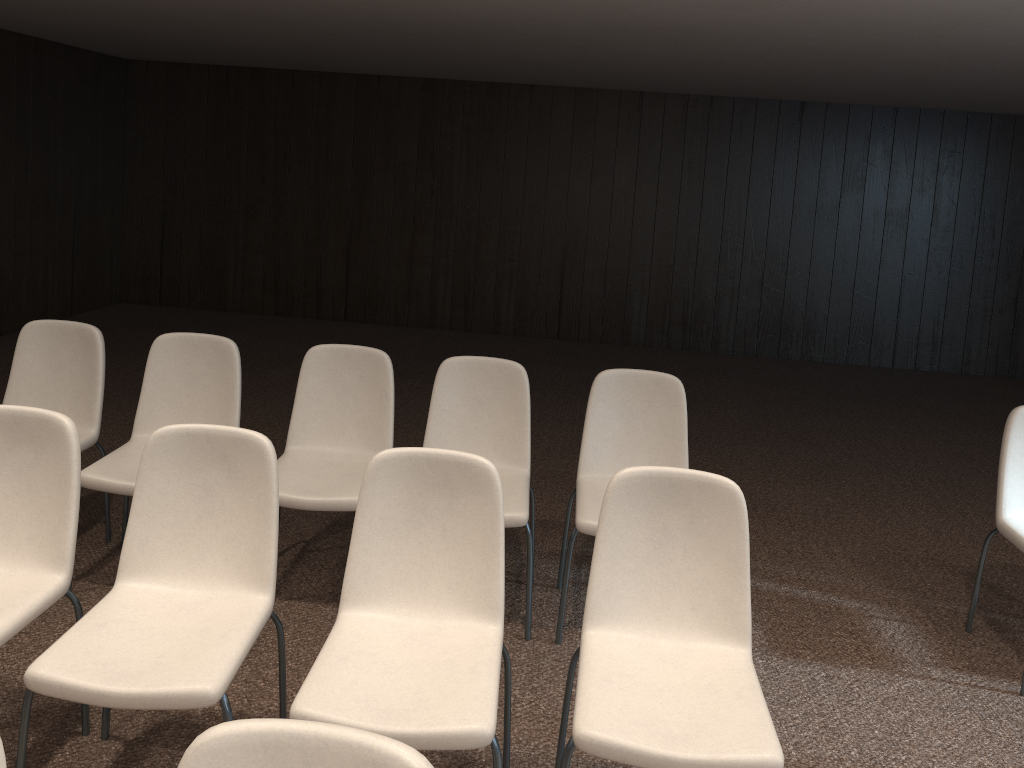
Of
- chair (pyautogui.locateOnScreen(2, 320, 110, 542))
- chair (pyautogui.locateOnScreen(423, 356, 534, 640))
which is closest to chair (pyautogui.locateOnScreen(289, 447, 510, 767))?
chair (pyautogui.locateOnScreen(423, 356, 534, 640))

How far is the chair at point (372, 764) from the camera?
1.2m

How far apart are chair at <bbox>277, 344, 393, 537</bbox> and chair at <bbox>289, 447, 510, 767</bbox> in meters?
0.8 m

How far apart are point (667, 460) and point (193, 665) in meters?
2.0

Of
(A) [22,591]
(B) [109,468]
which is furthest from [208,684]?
(B) [109,468]

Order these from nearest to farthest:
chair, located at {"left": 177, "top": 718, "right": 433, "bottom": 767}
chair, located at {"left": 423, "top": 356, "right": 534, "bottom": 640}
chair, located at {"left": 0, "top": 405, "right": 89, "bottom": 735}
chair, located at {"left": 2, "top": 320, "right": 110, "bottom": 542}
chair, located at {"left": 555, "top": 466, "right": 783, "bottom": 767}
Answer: chair, located at {"left": 177, "top": 718, "right": 433, "bottom": 767}, chair, located at {"left": 555, "top": 466, "right": 783, "bottom": 767}, chair, located at {"left": 0, "top": 405, "right": 89, "bottom": 735}, chair, located at {"left": 423, "top": 356, "right": 534, "bottom": 640}, chair, located at {"left": 2, "top": 320, "right": 110, "bottom": 542}

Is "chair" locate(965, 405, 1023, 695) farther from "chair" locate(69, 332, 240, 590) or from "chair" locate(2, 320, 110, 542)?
"chair" locate(2, 320, 110, 542)

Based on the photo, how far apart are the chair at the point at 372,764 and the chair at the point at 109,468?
2.1 meters

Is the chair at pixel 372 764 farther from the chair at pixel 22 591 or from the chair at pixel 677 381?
→ the chair at pixel 677 381

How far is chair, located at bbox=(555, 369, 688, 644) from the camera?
3.48m
